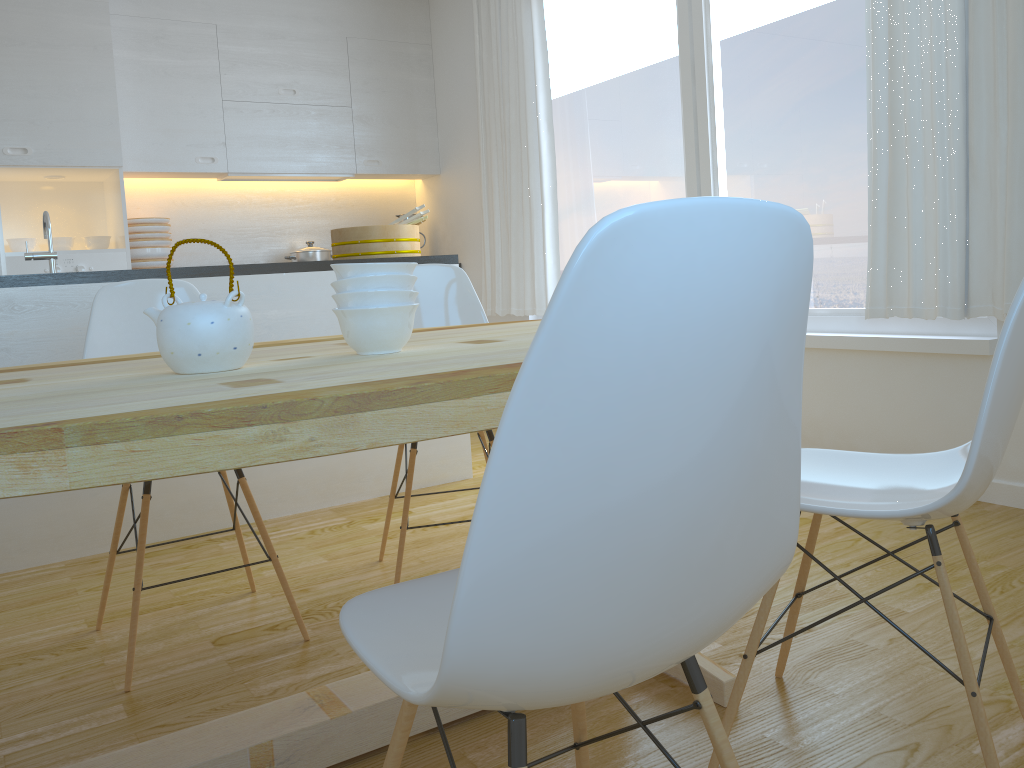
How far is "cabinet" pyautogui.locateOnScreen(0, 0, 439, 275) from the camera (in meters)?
4.40

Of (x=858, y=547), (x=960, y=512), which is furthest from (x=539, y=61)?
(x=960, y=512)

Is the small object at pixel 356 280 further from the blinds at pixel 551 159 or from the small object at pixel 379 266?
the blinds at pixel 551 159

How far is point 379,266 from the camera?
1.47m

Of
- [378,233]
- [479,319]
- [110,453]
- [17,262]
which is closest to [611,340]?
[110,453]

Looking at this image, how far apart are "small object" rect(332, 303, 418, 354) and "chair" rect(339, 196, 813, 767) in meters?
0.5 m

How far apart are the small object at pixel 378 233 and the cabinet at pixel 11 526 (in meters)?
0.24

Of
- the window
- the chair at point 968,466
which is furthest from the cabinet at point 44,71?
the chair at point 968,466

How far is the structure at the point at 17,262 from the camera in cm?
441

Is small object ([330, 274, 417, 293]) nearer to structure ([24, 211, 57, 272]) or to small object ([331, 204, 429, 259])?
structure ([24, 211, 57, 272])
